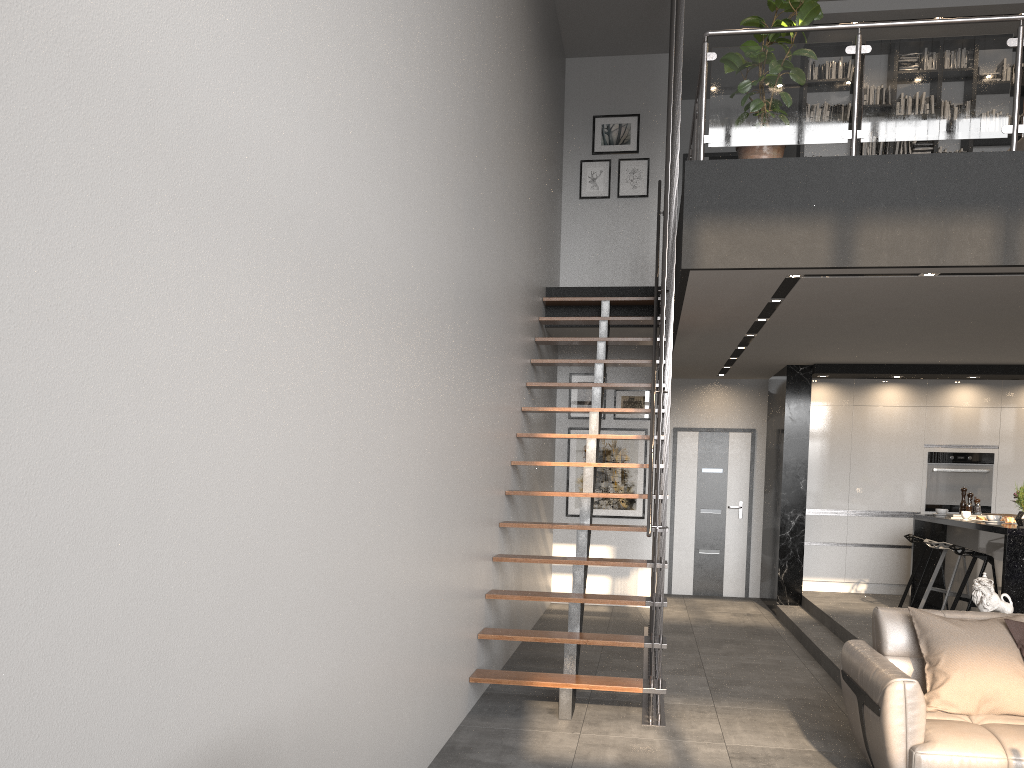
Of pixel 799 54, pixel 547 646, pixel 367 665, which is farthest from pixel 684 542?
pixel 367 665

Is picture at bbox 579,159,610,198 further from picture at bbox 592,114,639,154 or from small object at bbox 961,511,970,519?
small object at bbox 961,511,970,519

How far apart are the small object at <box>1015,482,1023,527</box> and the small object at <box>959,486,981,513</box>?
1.7 meters

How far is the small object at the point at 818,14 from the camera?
5.2 meters

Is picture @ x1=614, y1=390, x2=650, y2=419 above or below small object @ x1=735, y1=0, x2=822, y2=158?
below

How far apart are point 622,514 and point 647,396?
1.3 meters

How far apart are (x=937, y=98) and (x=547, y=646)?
4.8m

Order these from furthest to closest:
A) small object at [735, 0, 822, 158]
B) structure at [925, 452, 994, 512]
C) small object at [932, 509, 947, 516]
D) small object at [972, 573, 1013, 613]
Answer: structure at [925, 452, 994, 512]
small object at [932, 509, 947, 516]
small object at [735, 0, 822, 158]
small object at [972, 573, 1013, 613]

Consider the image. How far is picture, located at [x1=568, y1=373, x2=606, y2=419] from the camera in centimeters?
976cm

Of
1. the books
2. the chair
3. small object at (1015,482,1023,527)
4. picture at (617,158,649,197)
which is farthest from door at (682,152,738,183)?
small object at (1015,482,1023,527)
